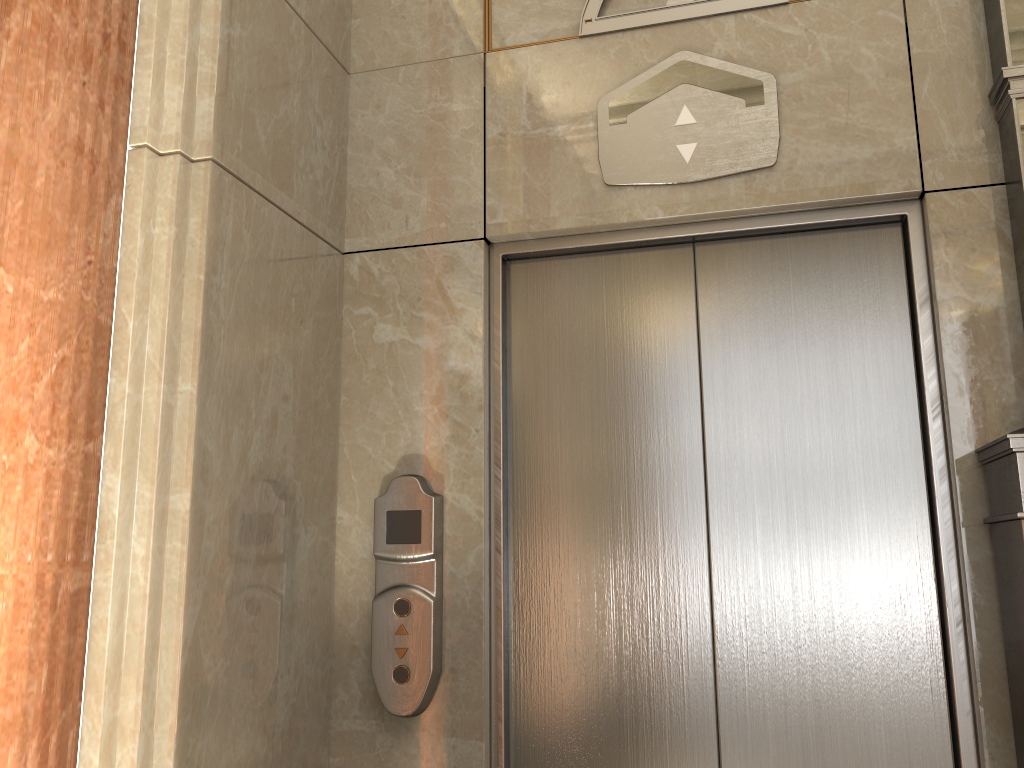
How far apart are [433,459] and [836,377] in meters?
1.1

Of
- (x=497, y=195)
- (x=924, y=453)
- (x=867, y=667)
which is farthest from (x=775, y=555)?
(x=497, y=195)

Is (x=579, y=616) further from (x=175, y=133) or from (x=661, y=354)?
(x=175, y=133)
